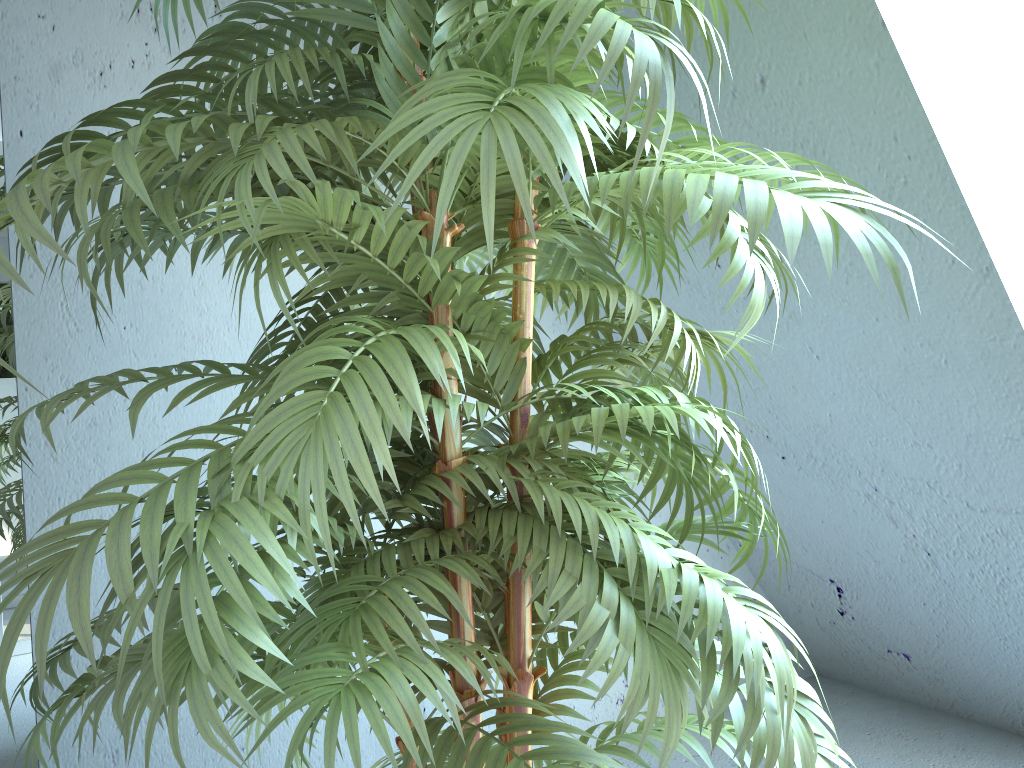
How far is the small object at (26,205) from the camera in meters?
0.6 m

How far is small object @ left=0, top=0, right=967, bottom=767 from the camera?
0.6m

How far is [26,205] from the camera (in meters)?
0.63

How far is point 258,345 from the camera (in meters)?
1.08
